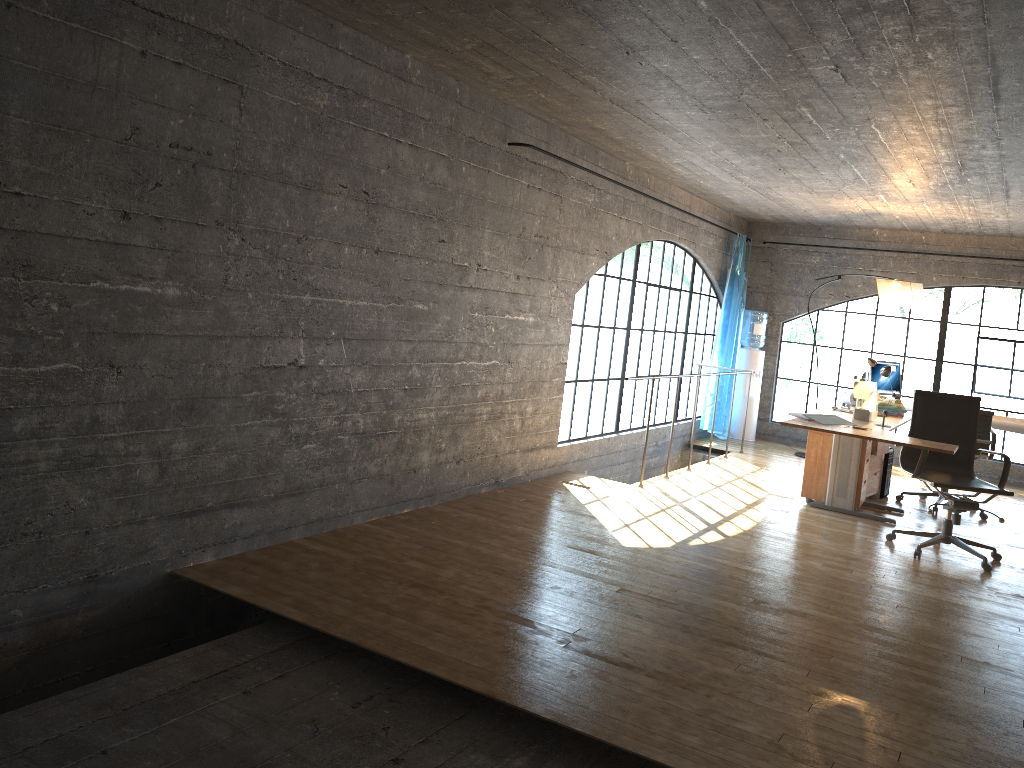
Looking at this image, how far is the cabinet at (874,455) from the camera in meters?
7.0 m

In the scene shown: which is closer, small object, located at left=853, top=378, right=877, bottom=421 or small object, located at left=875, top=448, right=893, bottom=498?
small object, located at left=853, top=378, right=877, bottom=421

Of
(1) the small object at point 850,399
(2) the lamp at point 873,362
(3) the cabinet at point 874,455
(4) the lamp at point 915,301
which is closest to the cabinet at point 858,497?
(3) the cabinet at point 874,455

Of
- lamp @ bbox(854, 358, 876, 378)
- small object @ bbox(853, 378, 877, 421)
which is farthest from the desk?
lamp @ bbox(854, 358, 876, 378)

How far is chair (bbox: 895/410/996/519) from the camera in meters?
7.0

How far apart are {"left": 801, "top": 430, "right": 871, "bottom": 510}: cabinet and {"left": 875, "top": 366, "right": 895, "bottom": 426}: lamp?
0.80m

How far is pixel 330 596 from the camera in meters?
3.7 m

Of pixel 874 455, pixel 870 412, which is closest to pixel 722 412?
pixel 874 455

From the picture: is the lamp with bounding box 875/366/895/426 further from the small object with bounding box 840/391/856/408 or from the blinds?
the blinds

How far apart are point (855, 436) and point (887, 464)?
2.4 meters
